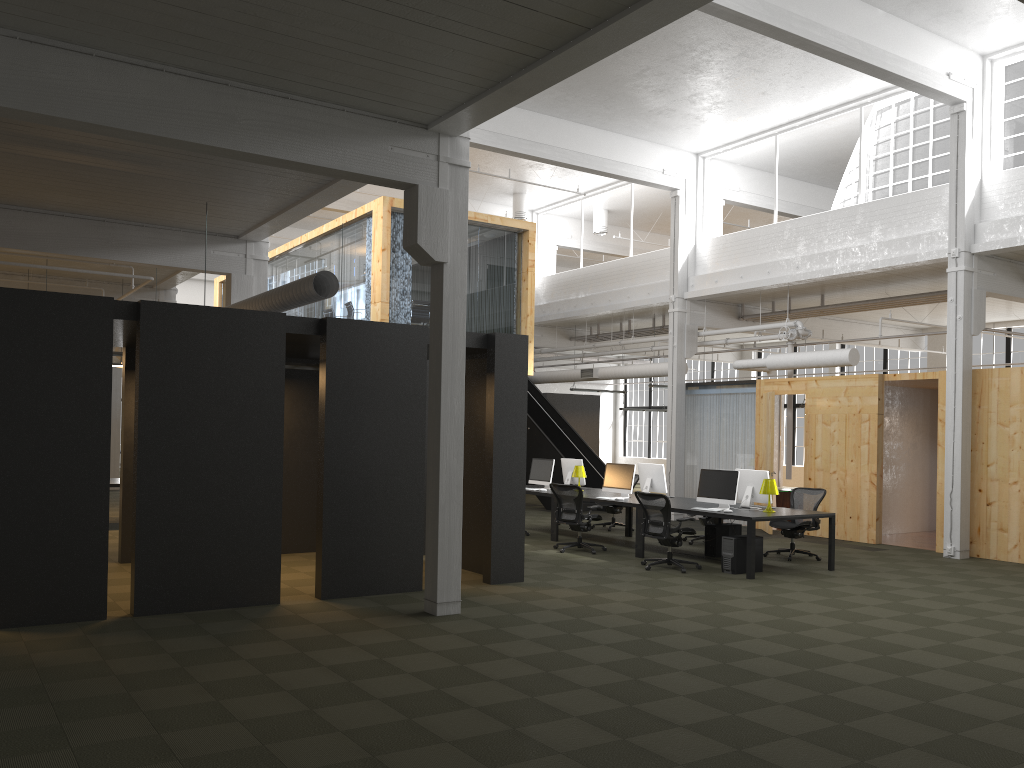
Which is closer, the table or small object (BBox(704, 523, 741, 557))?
small object (BBox(704, 523, 741, 557))

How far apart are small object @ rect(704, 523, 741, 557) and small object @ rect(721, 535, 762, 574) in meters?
1.3

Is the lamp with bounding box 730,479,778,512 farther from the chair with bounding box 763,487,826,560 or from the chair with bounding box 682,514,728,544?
the chair with bounding box 682,514,728,544

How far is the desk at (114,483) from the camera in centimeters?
1427cm

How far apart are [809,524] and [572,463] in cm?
432

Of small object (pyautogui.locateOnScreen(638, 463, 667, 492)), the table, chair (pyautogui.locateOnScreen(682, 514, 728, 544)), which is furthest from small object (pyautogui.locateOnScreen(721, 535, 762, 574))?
the table

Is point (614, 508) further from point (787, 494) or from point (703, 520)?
point (787, 494)

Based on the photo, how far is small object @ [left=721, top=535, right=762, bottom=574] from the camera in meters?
11.1 m

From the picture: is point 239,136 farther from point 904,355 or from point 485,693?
point 904,355

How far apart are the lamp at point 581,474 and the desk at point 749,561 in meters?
0.3
